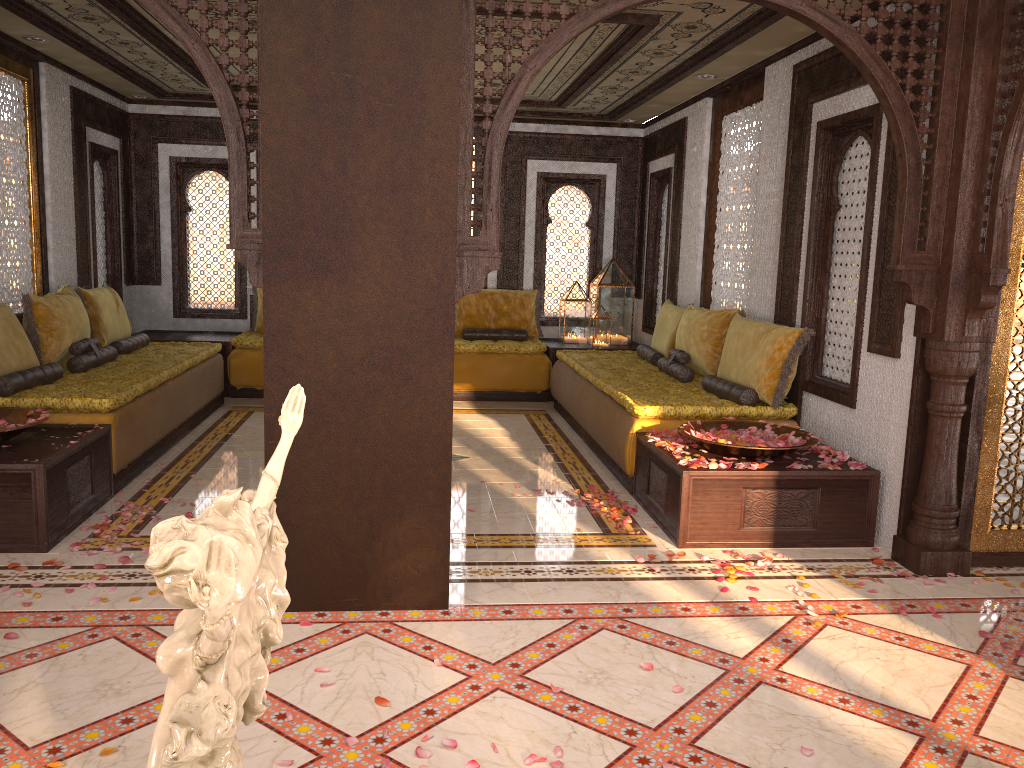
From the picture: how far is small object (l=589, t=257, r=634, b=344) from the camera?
9.1 meters

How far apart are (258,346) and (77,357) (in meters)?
2.30

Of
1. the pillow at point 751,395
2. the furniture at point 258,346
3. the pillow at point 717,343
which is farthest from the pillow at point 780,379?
the furniture at point 258,346

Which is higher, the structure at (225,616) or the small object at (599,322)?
the structure at (225,616)

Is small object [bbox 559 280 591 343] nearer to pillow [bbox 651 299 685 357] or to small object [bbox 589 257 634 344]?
small object [bbox 589 257 634 344]

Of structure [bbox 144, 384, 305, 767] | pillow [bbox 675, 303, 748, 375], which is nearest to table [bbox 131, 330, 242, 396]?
pillow [bbox 675, 303, 748, 375]

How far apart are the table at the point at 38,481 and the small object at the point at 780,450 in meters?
3.2

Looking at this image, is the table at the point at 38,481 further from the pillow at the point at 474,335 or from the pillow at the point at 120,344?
the pillow at the point at 474,335

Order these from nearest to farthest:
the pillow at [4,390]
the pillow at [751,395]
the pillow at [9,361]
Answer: the pillow at [4,390], the pillow at [9,361], the pillow at [751,395]

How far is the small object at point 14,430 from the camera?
4.34m
